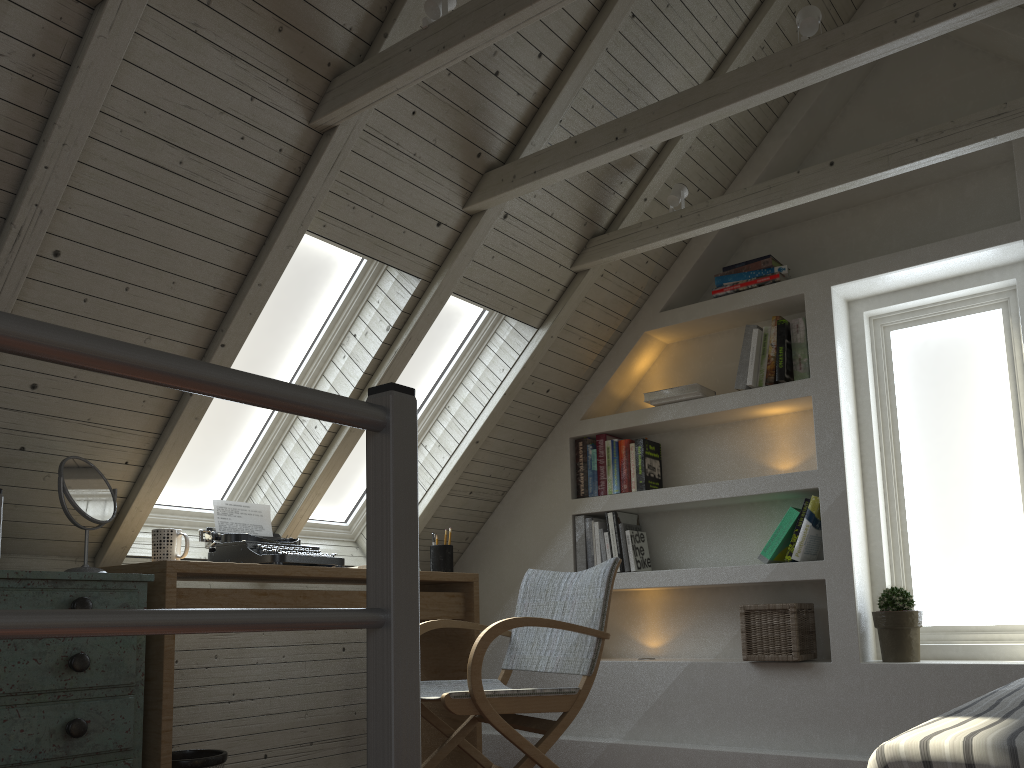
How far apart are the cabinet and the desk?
0.07m

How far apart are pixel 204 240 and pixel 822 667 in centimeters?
236cm

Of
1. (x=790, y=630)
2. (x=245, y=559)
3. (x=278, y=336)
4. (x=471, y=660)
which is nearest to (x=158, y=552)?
(x=245, y=559)

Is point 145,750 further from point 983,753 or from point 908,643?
point 908,643

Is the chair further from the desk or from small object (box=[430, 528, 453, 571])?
small object (box=[430, 528, 453, 571])

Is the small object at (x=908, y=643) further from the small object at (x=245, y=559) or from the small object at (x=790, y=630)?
the small object at (x=245, y=559)

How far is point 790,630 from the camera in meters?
3.0 m

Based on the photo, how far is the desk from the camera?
2.25m

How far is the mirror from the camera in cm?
223

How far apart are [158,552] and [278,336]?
0.84m
